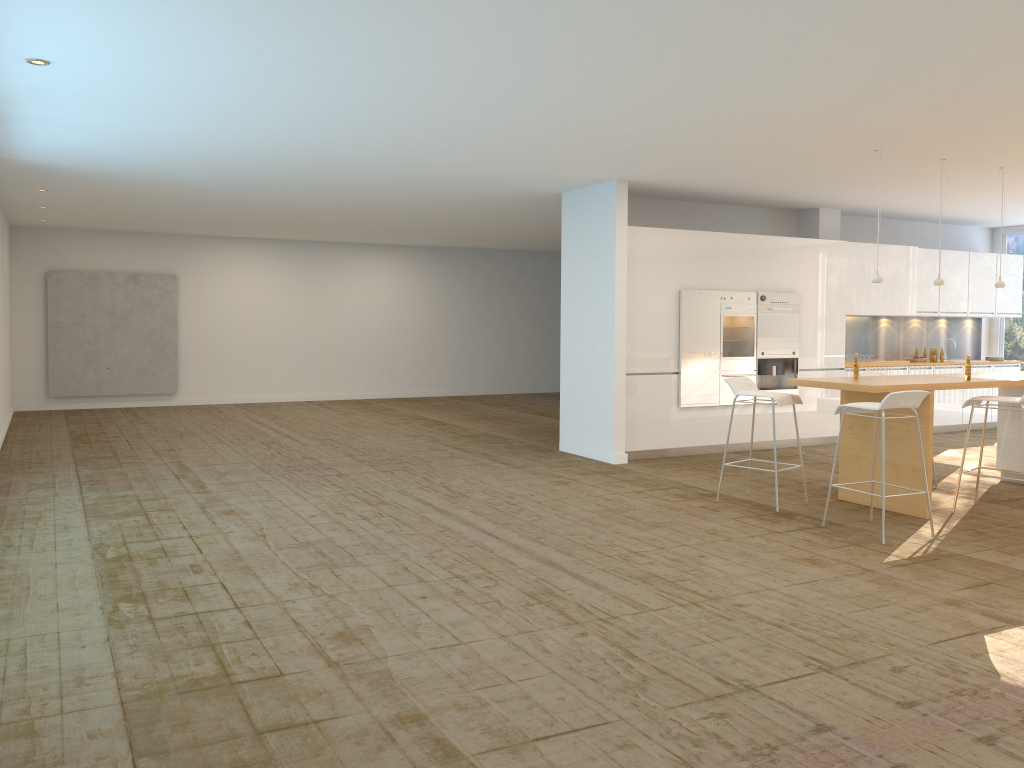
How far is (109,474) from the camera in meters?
8.6

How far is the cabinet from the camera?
9.67m

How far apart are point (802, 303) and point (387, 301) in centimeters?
889cm

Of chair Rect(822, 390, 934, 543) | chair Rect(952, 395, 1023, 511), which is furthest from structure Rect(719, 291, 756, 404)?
chair Rect(822, 390, 934, 543)

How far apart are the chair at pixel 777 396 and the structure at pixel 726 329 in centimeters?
256cm

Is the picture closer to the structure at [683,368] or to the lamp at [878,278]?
the structure at [683,368]

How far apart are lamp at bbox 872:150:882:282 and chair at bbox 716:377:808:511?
1.3m

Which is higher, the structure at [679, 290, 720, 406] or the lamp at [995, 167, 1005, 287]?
the lamp at [995, 167, 1005, 287]

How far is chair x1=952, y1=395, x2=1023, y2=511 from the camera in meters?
7.0 m

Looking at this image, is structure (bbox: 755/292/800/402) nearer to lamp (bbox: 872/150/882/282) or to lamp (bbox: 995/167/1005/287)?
lamp (bbox: 995/167/1005/287)
